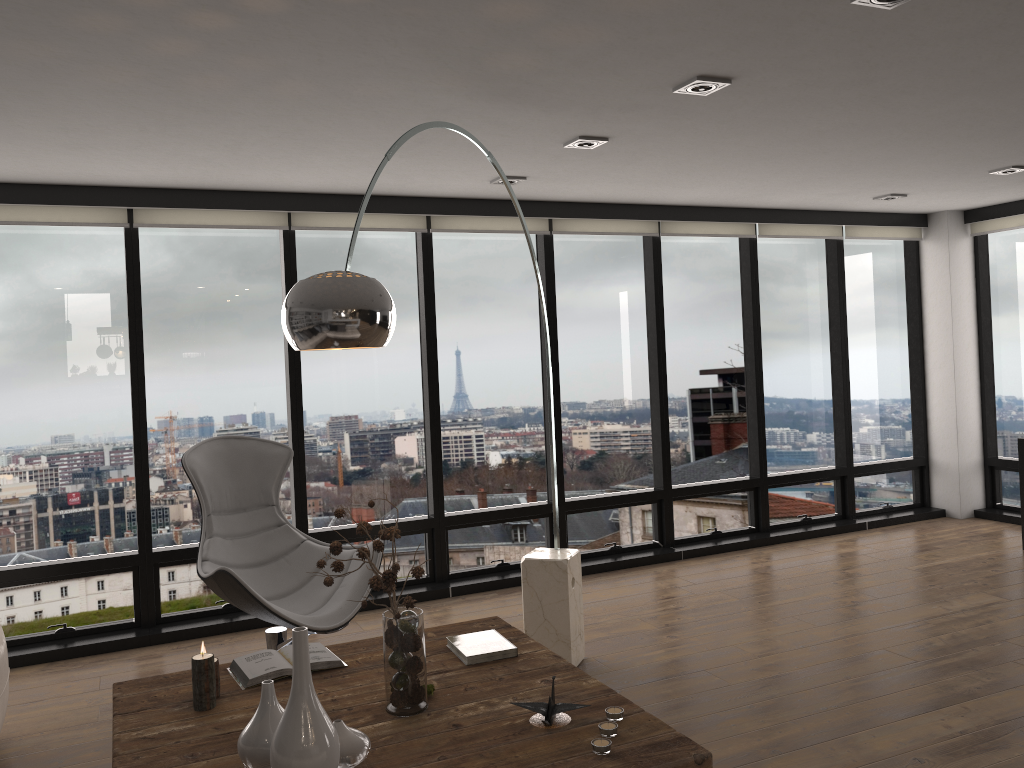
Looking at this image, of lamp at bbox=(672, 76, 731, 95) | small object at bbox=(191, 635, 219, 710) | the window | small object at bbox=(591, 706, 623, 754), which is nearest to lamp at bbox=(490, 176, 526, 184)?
the window

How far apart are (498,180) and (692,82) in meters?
1.8 m

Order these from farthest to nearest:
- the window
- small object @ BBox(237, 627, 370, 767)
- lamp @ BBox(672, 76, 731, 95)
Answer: the window < lamp @ BBox(672, 76, 731, 95) < small object @ BBox(237, 627, 370, 767)

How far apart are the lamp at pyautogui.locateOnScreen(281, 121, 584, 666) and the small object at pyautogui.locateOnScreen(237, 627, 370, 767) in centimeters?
75cm

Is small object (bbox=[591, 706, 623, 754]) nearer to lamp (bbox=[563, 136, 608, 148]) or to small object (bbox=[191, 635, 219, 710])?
small object (bbox=[191, 635, 219, 710])

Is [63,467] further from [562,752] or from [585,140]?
[562,752]

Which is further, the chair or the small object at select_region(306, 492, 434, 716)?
the chair

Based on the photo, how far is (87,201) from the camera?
4.6m

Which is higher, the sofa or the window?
the window

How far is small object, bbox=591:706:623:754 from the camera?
2.2 meters
